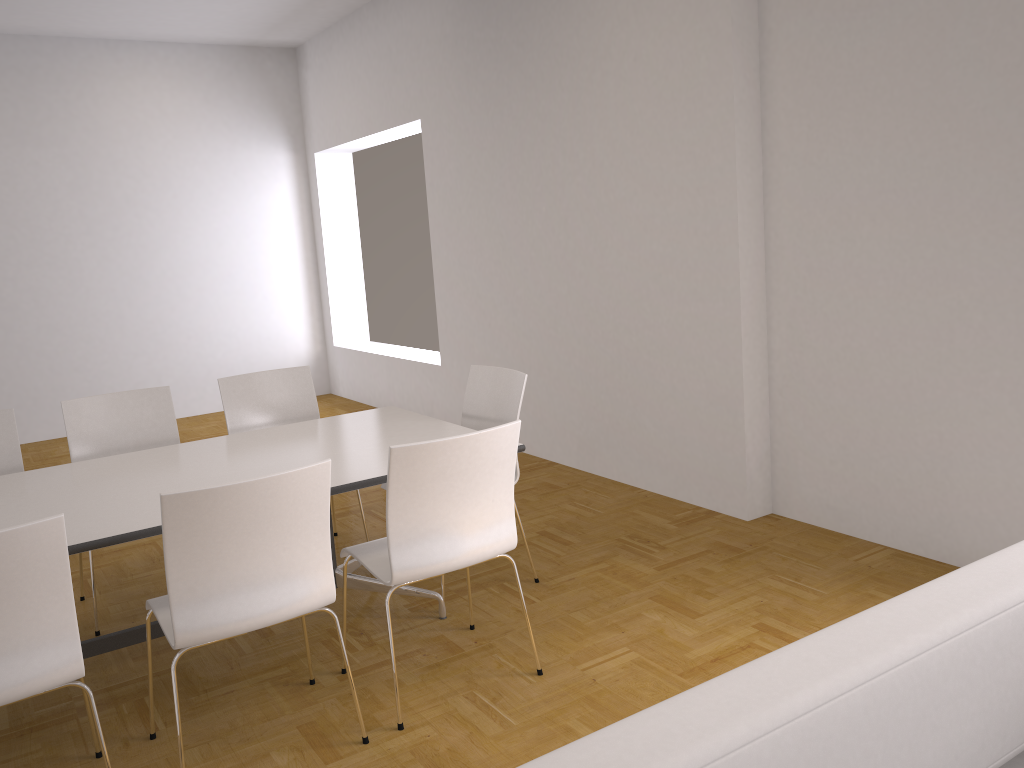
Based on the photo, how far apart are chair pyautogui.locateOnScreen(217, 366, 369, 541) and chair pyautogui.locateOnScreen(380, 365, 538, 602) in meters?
0.9

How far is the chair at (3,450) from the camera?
3.9 meters

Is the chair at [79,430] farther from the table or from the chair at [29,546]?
the chair at [29,546]

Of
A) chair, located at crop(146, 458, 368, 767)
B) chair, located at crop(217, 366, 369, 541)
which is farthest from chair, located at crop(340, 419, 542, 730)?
chair, located at crop(217, 366, 369, 541)

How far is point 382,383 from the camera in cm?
817

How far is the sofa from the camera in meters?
1.2

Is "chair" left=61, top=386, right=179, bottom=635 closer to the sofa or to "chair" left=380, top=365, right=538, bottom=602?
"chair" left=380, top=365, right=538, bottom=602

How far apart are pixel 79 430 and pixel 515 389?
2.0m

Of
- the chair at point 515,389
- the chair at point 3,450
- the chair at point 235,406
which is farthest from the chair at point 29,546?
the chair at point 515,389

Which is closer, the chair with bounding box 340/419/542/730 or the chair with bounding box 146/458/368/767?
the chair with bounding box 146/458/368/767
